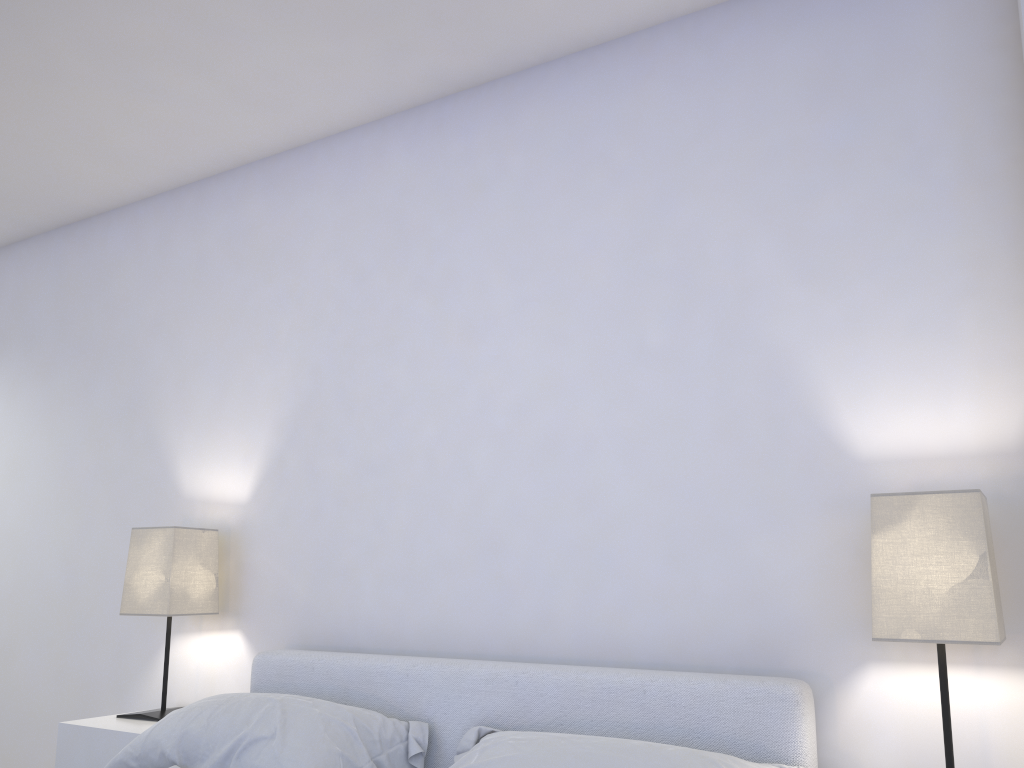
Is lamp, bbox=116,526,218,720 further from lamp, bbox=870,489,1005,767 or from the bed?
lamp, bbox=870,489,1005,767

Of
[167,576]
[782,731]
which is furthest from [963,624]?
[167,576]

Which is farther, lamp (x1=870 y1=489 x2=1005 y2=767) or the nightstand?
the nightstand

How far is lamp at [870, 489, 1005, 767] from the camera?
1.6m

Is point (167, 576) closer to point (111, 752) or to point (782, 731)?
point (111, 752)

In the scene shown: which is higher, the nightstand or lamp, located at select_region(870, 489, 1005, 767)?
lamp, located at select_region(870, 489, 1005, 767)

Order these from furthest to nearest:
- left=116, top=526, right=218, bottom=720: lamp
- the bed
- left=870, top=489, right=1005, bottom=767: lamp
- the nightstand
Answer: left=116, top=526, right=218, bottom=720: lamp, the nightstand, the bed, left=870, top=489, right=1005, bottom=767: lamp

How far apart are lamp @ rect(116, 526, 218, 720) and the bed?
0.3m

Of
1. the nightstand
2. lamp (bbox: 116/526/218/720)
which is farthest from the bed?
lamp (bbox: 116/526/218/720)

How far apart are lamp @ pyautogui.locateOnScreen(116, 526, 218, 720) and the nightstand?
0.0 meters
